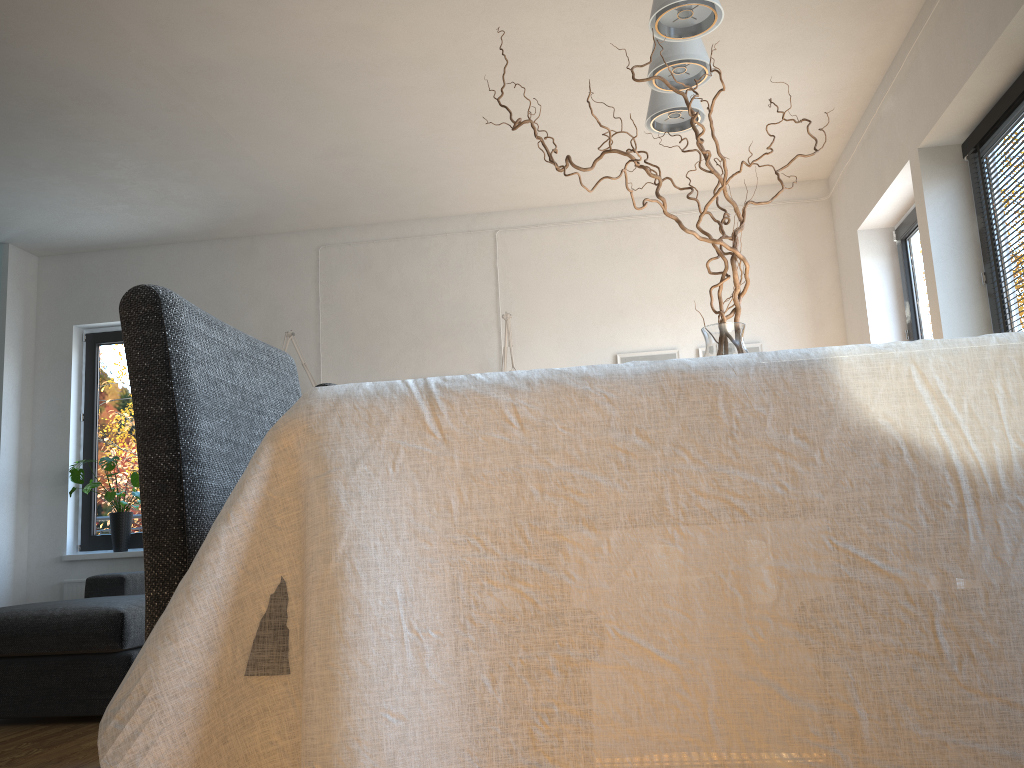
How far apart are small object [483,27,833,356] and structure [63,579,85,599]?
5.5 meters

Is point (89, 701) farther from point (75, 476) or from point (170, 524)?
point (170, 524)

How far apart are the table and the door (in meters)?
4.29

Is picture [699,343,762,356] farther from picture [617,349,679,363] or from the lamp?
the lamp

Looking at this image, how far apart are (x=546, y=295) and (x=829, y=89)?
2.09m

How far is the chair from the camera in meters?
1.1

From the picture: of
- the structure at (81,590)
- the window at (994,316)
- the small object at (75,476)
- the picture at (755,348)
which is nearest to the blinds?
the window at (994,316)

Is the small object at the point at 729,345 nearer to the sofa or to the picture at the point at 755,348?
the sofa

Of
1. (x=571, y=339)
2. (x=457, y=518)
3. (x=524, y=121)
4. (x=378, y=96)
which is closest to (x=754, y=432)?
(x=457, y=518)

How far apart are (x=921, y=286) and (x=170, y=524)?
4.53m
